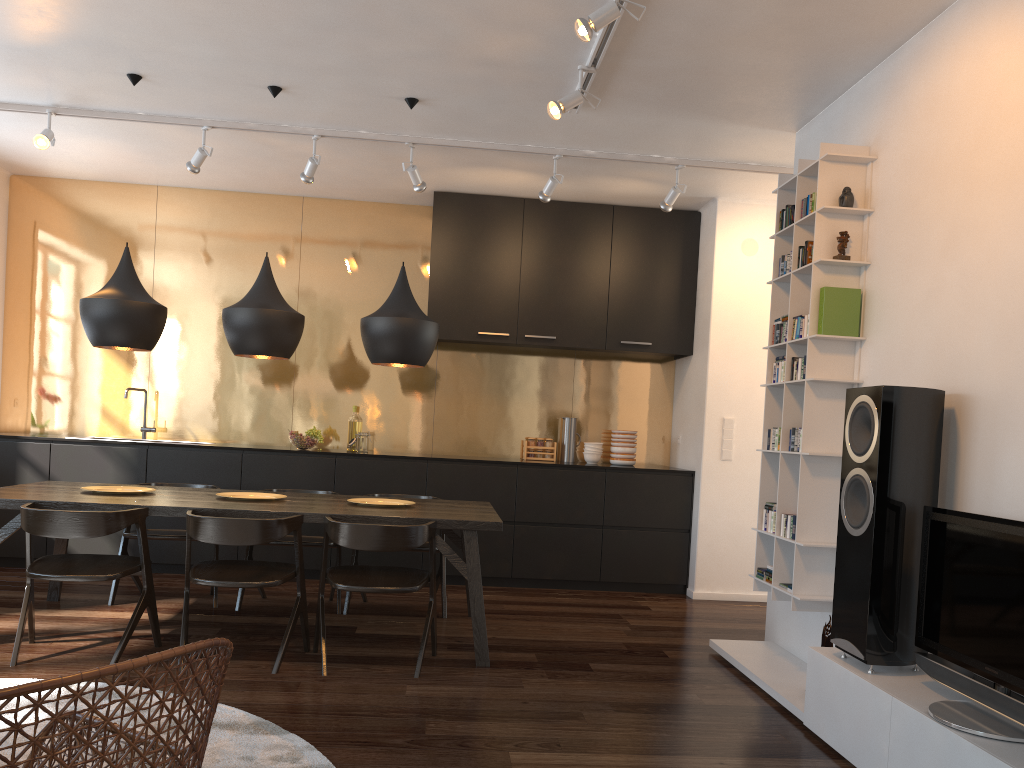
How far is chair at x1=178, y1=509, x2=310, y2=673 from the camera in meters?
3.7

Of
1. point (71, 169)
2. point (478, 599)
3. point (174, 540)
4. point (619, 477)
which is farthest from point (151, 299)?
point (619, 477)

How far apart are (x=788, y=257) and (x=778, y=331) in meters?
0.4 m

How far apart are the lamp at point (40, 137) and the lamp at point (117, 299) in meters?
1.0 m

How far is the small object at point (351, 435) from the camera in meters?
6.6

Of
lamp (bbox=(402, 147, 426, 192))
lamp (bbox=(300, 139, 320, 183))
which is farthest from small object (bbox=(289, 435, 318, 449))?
lamp (bbox=(402, 147, 426, 192))

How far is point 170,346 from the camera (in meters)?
6.68

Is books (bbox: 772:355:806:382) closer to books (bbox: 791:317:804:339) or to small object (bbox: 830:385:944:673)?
books (bbox: 791:317:804:339)

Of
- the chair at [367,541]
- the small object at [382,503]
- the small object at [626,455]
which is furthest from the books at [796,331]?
the small object at [626,455]

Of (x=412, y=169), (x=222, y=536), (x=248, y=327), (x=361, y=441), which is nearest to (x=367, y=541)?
(x=222, y=536)
